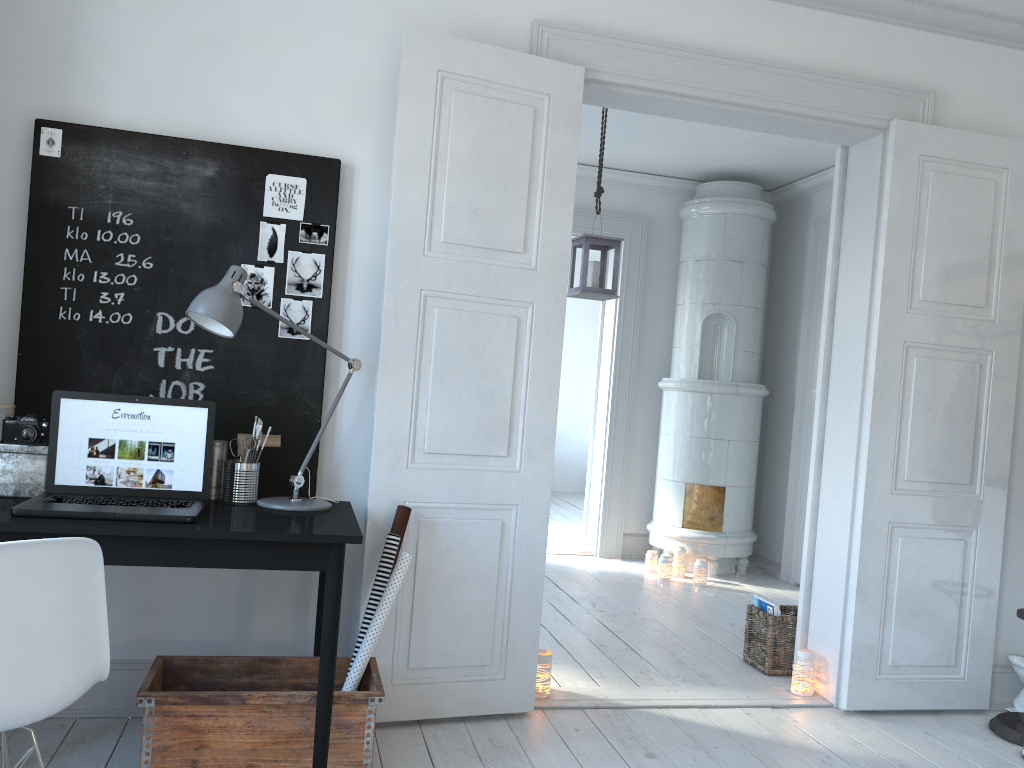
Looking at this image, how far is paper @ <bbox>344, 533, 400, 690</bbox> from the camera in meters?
2.8

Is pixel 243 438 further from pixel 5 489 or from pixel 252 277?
pixel 5 489

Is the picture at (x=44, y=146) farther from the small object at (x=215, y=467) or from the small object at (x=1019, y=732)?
the small object at (x=1019, y=732)

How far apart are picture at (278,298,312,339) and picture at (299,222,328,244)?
0.2m

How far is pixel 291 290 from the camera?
→ 2.99m

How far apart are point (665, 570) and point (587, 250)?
2.3m

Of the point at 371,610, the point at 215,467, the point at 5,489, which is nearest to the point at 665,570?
the point at 371,610

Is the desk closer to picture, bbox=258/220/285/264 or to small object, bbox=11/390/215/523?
small object, bbox=11/390/215/523

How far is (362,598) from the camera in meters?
2.9 m

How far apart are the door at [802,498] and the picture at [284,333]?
4.05m
